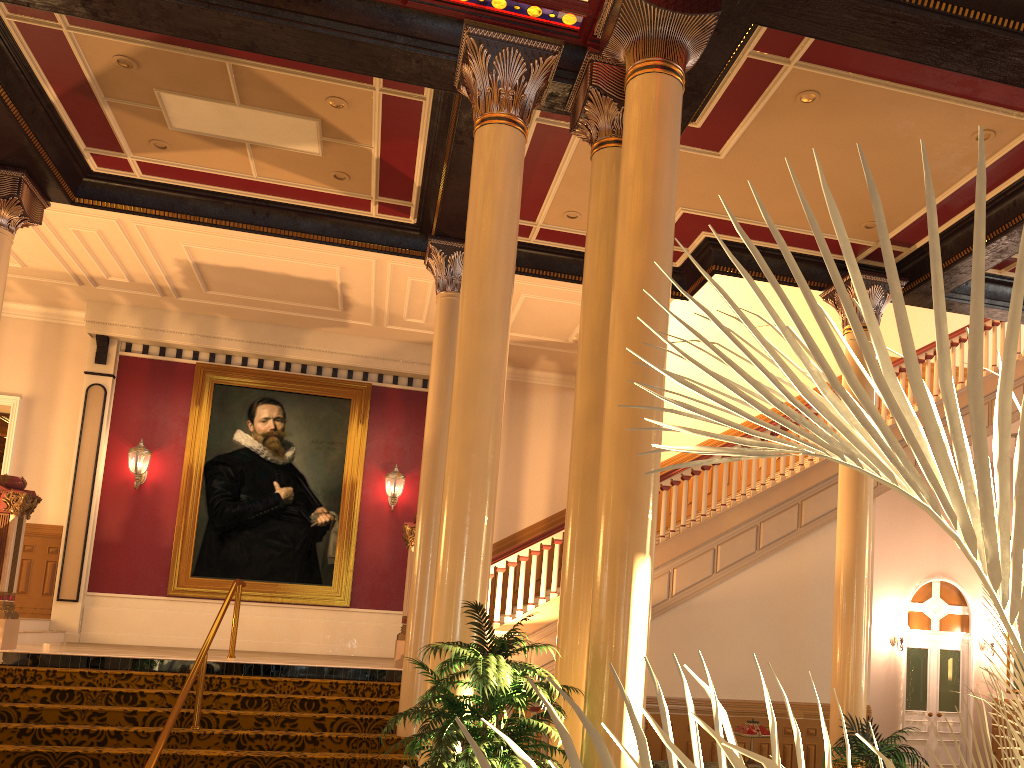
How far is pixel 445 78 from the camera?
6.73m

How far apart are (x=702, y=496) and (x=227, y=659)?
5.7m

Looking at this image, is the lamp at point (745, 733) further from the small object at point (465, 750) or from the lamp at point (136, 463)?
the lamp at point (136, 463)

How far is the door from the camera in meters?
14.7

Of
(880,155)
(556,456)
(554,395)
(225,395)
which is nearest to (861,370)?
(880,155)

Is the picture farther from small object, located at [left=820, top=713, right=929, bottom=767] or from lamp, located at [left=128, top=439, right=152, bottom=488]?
small object, located at [left=820, top=713, right=929, bottom=767]

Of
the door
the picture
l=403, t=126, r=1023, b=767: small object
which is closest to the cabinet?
the picture

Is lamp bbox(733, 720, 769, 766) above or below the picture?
below

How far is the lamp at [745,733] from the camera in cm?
766

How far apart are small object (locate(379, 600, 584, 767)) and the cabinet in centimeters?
315cm
